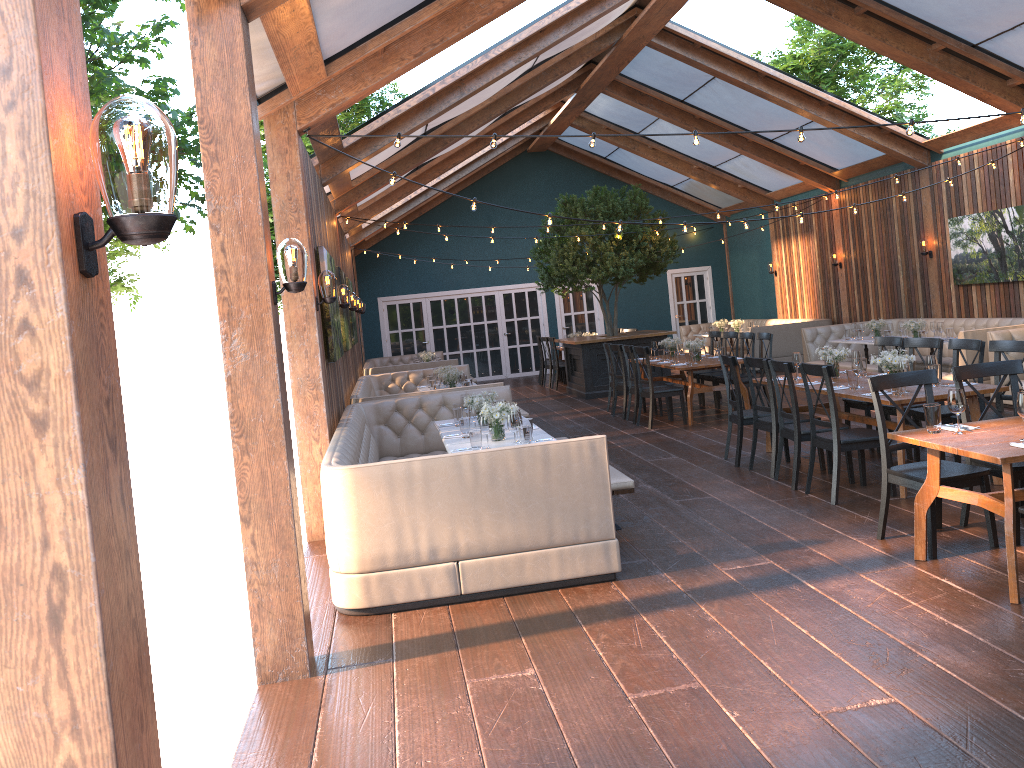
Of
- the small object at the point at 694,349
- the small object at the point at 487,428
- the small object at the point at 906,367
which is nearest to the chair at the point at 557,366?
the small object at the point at 694,349

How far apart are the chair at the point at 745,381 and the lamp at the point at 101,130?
10.2m

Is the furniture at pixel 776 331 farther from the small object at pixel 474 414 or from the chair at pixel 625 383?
the small object at pixel 474 414

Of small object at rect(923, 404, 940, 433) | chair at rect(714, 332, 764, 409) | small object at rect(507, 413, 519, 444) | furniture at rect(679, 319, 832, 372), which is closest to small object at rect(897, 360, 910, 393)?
small object at rect(923, 404, 940, 433)

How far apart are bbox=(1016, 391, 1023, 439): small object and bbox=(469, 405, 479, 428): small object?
3.9m

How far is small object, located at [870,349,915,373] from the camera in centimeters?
693cm

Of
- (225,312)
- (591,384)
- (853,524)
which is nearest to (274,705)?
(225,312)

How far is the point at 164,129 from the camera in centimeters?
154cm

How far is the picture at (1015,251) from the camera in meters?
11.8

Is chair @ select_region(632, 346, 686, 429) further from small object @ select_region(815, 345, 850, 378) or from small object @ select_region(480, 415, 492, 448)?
small object @ select_region(480, 415, 492, 448)
